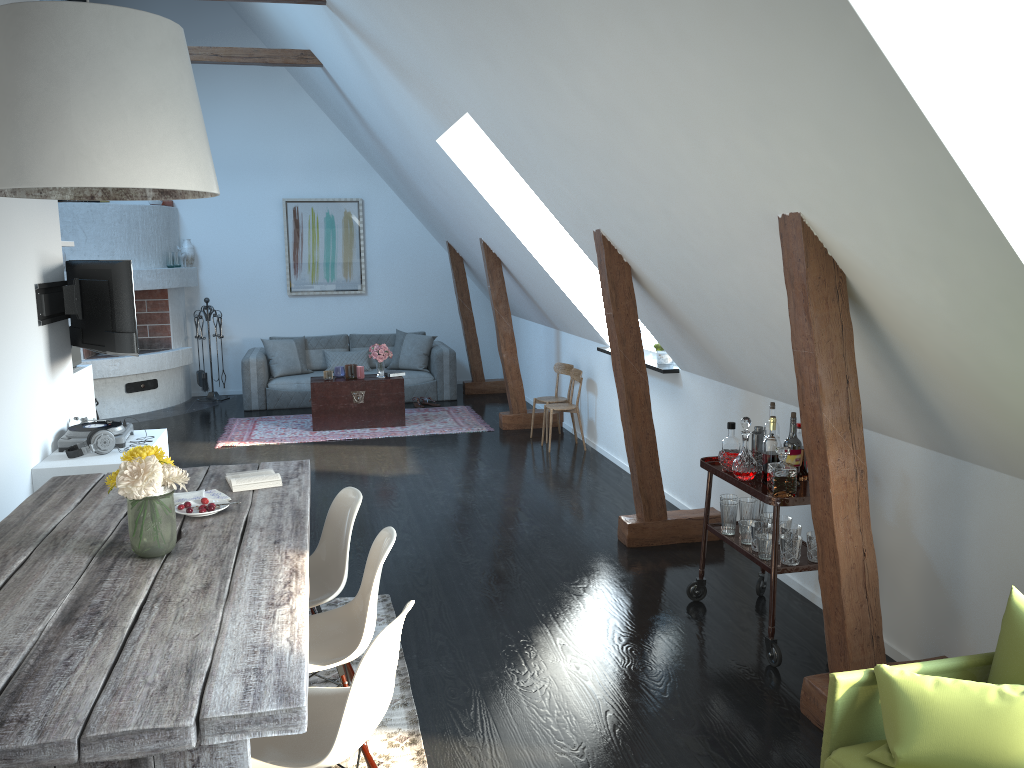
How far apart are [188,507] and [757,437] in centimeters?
258cm

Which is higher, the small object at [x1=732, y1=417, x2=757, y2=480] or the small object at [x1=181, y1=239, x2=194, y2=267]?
the small object at [x1=181, y1=239, x2=194, y2=267]

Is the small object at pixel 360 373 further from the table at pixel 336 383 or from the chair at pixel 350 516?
the chair at pixel 350 516

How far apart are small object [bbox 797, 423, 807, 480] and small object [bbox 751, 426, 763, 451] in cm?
32

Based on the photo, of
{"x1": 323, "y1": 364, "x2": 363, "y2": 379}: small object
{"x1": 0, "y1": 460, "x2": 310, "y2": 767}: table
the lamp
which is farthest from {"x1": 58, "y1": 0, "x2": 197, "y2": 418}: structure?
the lamp

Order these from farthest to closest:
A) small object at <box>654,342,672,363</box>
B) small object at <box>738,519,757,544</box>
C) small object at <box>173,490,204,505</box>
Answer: small object at <box>654,342,672,363</box>, small object at <box>738,519,757,544</box>, small object at <box>173,490,204,505</box>

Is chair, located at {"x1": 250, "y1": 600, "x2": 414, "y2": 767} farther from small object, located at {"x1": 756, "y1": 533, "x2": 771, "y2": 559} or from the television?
the television

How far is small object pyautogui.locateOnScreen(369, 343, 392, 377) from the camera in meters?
8.9 m

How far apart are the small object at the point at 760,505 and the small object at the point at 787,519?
0.20m

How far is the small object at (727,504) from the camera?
4.2m
